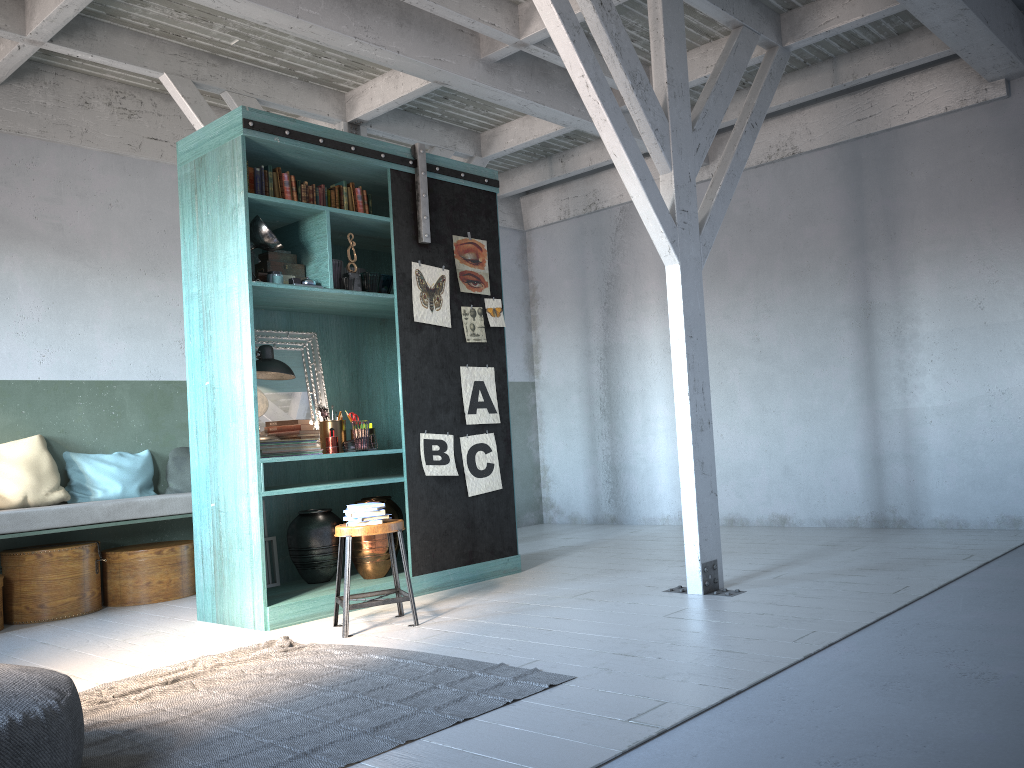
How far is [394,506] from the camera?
7.1m

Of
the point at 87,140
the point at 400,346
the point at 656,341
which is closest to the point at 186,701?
the point at 400,346

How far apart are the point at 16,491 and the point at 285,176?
3.44m

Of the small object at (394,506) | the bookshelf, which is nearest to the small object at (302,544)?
the bookshelf

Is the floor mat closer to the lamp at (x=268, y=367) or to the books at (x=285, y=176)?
the lamp at (x=268, y=367)

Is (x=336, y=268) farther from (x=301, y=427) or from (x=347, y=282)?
(x=301, y=427)

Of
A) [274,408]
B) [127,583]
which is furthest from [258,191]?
[127,583]

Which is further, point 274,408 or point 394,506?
point 394,506

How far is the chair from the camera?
5.4m

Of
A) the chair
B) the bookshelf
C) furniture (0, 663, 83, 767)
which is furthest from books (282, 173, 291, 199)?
furniture (0, 663, 83, 767)
